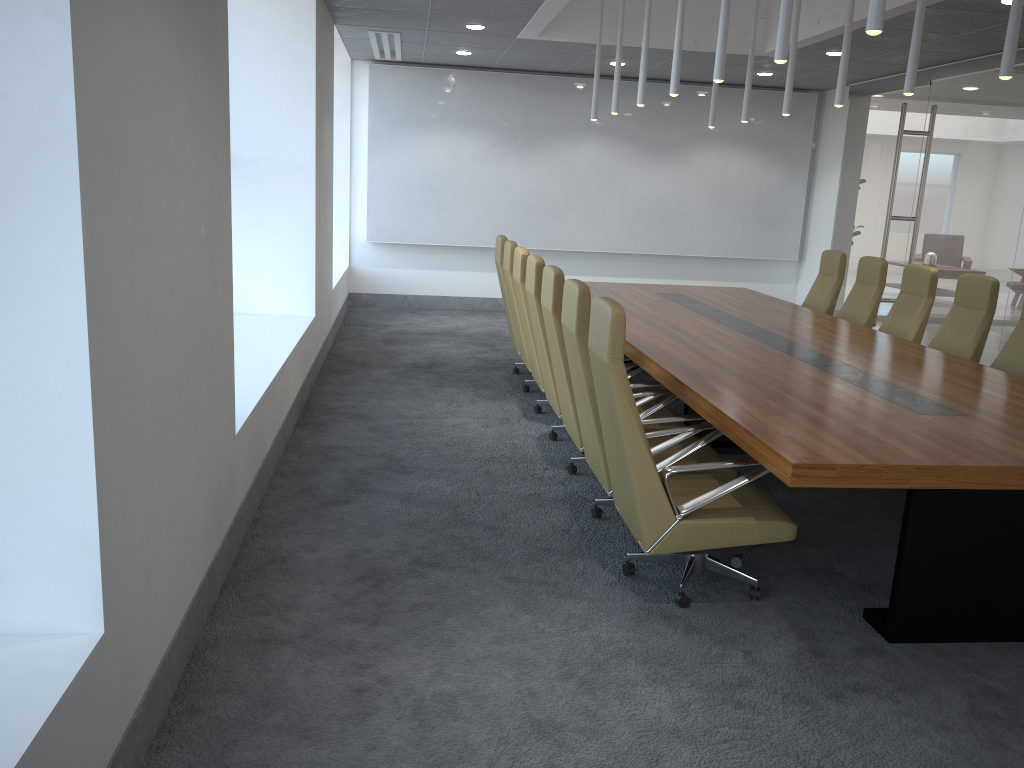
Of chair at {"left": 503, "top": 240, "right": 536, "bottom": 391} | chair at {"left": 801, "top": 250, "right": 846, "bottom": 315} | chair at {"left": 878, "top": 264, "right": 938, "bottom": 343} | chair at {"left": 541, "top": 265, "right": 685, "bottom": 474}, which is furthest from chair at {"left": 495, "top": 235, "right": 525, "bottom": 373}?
chair at {"left": 878, "top": 264, "right": 938, "bottom": 343}

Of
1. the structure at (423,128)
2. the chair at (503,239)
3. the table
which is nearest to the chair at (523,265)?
the table

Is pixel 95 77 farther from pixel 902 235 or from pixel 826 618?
pixel 902 235

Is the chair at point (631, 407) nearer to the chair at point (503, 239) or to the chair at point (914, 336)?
the chair at point (914, 336)

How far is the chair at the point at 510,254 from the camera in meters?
7.8

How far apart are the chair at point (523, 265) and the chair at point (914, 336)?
3.2m

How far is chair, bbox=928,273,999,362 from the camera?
6.7m

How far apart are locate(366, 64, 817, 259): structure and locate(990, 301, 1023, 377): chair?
7.4 meters

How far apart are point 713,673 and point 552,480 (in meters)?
2.40

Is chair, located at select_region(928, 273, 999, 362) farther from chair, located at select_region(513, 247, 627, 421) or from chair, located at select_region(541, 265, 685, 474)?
chair, located at select_region(513, 247, 627, 421)
